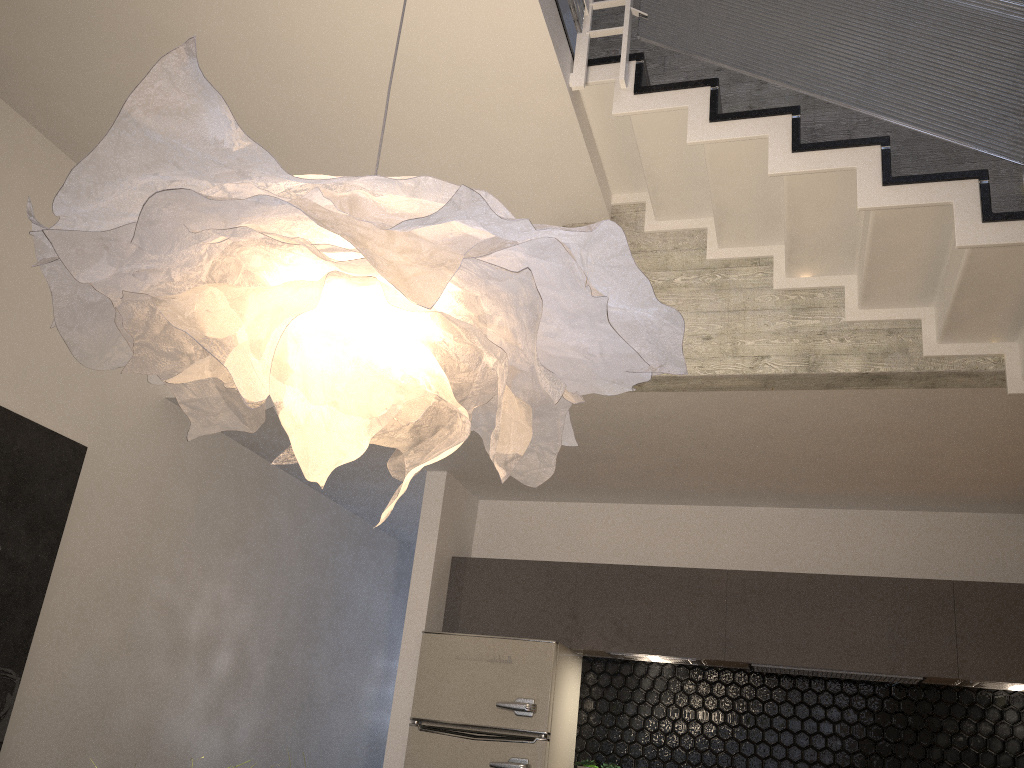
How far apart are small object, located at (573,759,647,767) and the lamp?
3.8m

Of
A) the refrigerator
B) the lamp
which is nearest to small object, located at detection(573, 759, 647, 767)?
the refrigerator

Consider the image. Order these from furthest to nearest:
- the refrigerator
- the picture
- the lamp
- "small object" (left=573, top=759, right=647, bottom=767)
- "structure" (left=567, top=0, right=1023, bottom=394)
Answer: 1. "small object" (left=573, top=759, right=647, bottom=767)
2. the refrigerator
3. the picture
4. "structure" (left=567, top=0, right=1023, bottom=394)
5. the lamp

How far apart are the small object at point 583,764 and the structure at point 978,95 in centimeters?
299cm

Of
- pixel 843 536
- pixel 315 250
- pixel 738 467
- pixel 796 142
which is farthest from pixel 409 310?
pixel 843 536

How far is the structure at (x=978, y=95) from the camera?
3.0 meters

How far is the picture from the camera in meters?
3.9 m

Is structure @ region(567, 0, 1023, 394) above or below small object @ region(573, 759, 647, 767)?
above

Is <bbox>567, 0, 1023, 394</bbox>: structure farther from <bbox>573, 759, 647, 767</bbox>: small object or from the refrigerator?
<bbox>573, 759, 647, 767</bbox>: small object

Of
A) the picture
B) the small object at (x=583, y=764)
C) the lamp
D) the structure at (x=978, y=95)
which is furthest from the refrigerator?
the lamp
